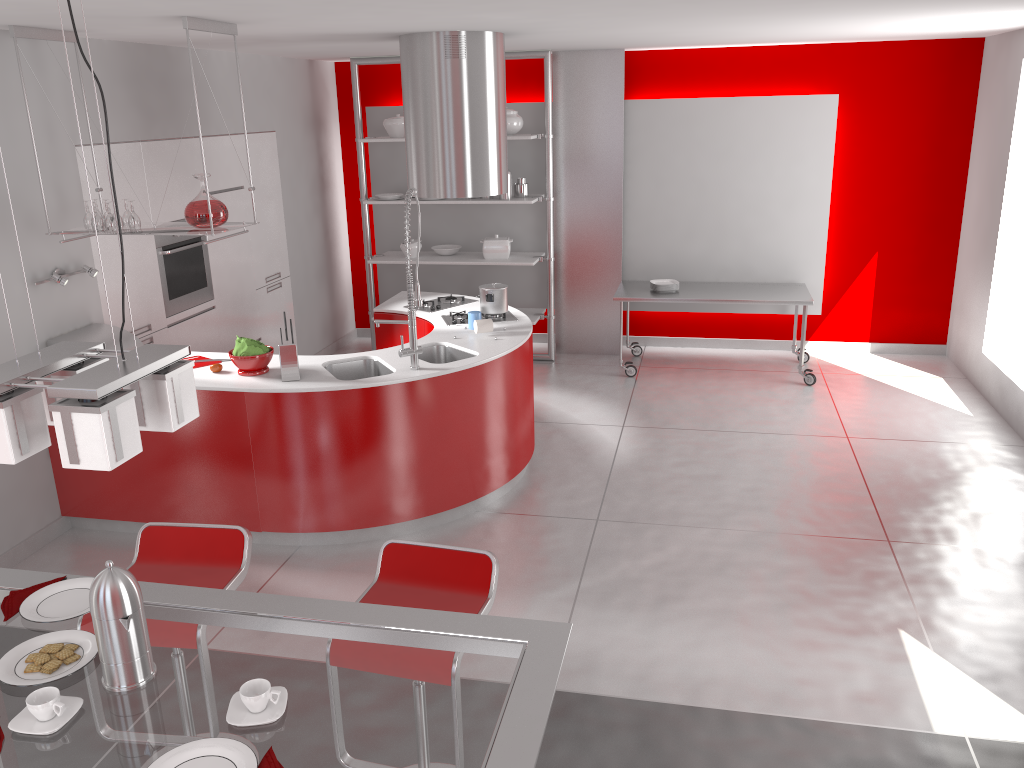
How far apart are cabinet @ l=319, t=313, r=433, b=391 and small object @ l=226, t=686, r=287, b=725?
4.0m

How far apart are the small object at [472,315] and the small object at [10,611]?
3.28m

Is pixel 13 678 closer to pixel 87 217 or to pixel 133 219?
pixel 133 219

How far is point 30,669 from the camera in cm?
198

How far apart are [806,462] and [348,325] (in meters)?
4.80

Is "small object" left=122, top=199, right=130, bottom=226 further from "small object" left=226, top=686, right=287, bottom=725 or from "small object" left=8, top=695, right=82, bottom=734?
"small object" left=226, top=686, right=287, bottom=725

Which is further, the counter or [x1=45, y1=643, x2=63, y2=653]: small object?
the counter

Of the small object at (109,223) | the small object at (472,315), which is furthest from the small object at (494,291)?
the small object at (109,223)

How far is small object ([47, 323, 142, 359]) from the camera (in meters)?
4.81

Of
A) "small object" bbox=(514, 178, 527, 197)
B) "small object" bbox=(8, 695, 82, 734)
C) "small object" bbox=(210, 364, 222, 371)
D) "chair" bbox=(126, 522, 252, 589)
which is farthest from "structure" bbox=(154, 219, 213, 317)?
"small object" bbox=(8, 695, 82, 734)
